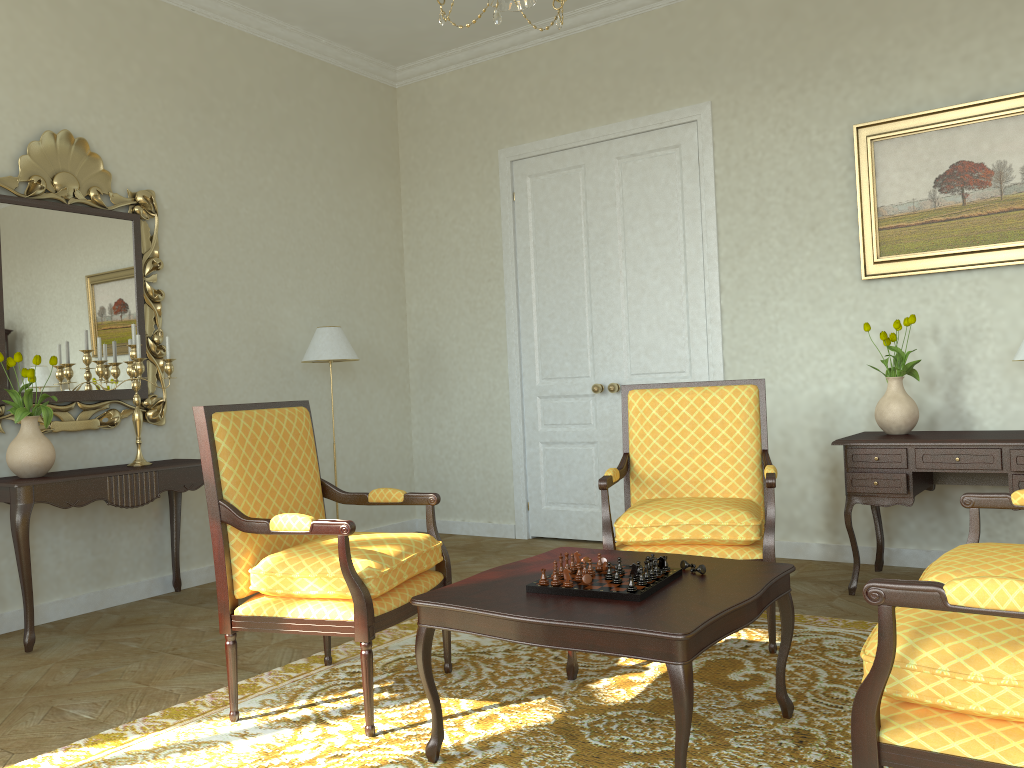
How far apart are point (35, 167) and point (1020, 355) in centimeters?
500cm

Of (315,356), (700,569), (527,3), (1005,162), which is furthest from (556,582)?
(1005,162)

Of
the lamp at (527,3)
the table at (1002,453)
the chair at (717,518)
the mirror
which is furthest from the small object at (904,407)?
the mirror

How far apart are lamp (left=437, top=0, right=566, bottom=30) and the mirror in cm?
302

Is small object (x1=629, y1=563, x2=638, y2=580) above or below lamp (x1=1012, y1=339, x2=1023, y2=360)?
below

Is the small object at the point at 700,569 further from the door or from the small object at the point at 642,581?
the door

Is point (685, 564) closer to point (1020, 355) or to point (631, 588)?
point (631, 588)

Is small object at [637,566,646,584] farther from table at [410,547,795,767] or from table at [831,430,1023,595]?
table at [831,430,1023,595]

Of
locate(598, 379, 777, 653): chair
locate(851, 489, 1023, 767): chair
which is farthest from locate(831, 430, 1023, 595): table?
locate(851, 489, 1023, 767): chair

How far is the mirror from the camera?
4.6 meters
